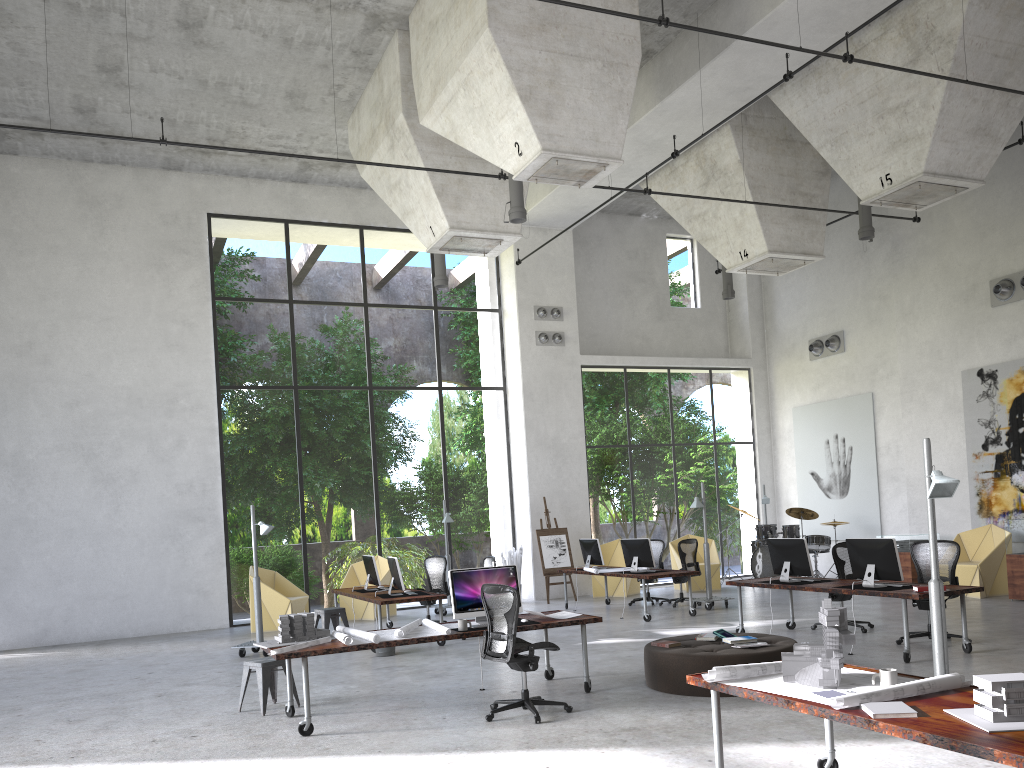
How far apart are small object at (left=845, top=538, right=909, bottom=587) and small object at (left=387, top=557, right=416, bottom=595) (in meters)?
5.90

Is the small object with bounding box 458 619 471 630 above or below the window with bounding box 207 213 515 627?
below

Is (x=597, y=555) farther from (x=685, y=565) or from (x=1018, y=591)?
(x=1018, y=591)

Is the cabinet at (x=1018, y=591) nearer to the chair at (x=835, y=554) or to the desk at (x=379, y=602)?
the chair at (x=835, y=554)

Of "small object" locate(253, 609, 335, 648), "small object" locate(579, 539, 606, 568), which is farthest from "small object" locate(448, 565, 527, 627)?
"small object" locate(579, 539, 606, 568)

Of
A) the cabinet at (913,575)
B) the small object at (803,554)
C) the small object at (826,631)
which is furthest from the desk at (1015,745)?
the cabinet at (913,575)

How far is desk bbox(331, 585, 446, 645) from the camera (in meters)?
11.61

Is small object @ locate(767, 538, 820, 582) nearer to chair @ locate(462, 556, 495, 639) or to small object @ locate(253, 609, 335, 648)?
chair @ locate(462, 556, 495, 639)

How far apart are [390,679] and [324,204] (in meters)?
11.18

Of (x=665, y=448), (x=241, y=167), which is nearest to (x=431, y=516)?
(x=665, y=448)
